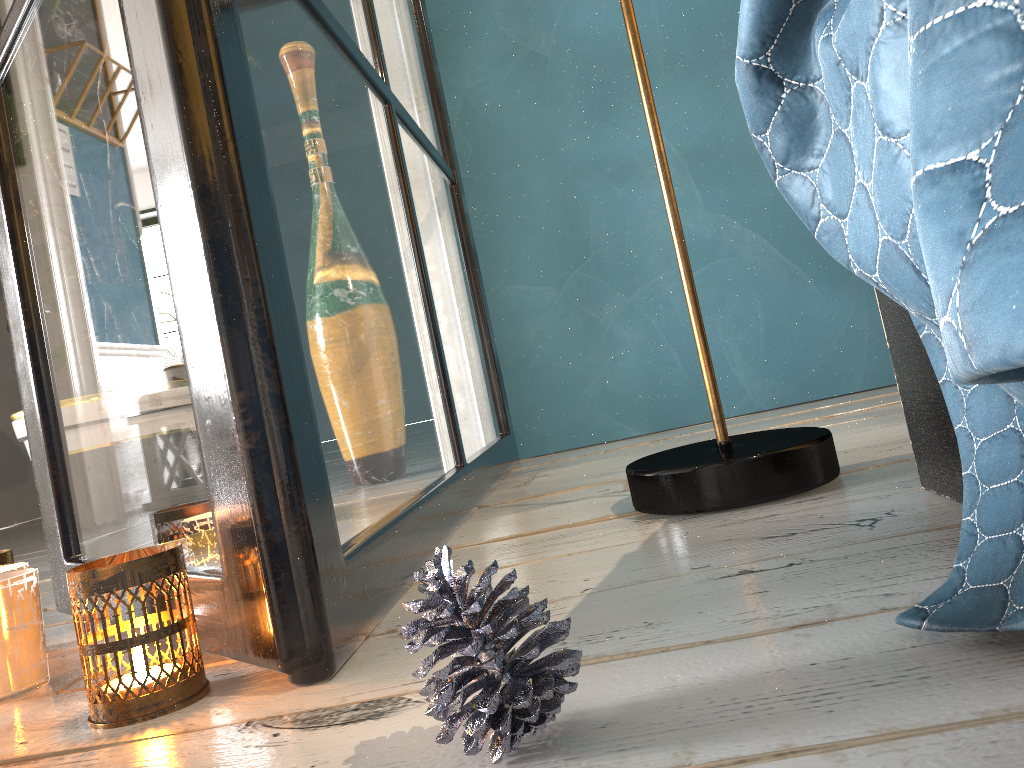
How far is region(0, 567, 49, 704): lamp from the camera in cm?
73

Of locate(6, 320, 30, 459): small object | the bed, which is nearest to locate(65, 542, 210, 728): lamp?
the bed

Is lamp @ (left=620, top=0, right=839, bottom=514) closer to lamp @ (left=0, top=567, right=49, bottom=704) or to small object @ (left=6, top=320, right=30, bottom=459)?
lamp @ (left=0, top=567, right=49, bottom=704)

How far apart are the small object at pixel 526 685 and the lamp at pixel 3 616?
0.5 meters

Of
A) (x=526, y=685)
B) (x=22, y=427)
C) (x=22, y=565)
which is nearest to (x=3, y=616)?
(x=22, y=565)

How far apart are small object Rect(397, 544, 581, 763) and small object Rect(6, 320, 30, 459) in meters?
1.3 m

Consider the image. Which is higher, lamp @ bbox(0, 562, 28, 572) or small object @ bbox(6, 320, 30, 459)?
small object @ bbox(6, 320, 30, 459)

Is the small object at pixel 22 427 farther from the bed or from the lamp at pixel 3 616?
the bed

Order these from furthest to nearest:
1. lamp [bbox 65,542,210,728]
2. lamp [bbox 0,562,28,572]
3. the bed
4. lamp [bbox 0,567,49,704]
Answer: lamp [bbox 0,562,28,572] < lamp [bbox 0,567,49,704] < lamp [bbox 65,542,210,728] < the bed

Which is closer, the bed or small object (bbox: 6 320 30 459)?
the bed
